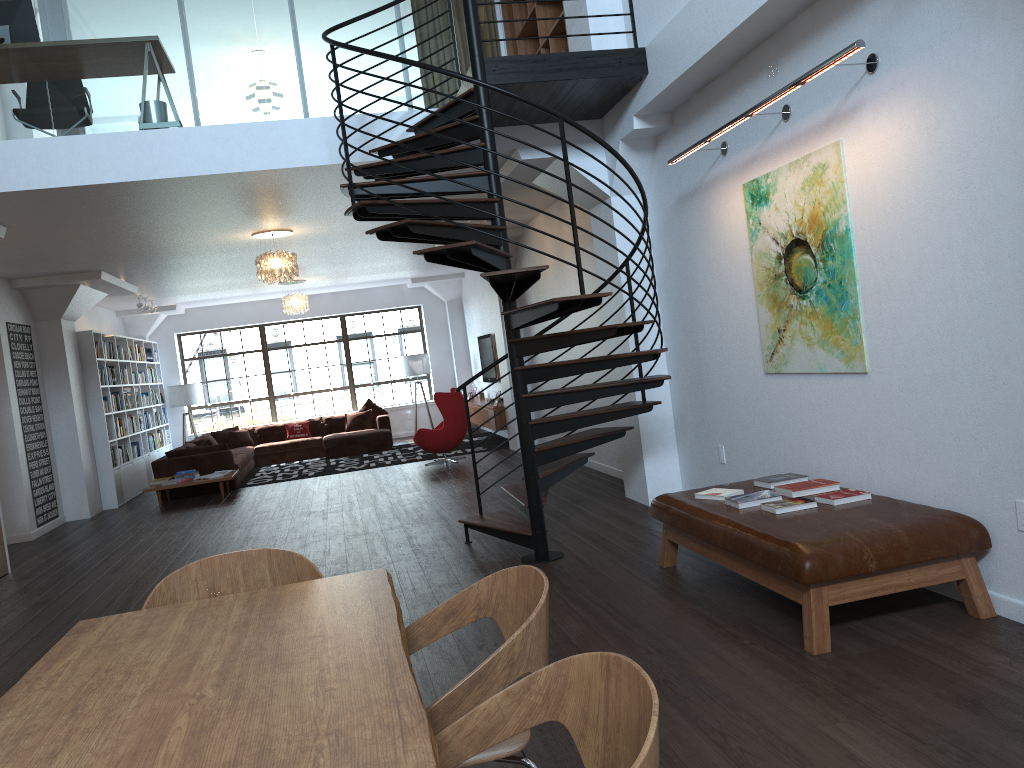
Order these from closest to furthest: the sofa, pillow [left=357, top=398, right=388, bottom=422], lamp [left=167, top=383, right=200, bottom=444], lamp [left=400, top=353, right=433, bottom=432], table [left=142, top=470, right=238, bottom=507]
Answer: table [left=142, top=470, right=238, bottom=507], the sofa, lamp [left=167, top=383, right=200, bottom=444], pillow [left=357, top=398, right=388, bottom=422], lamp [left=400, top=353, right=433, bottom=432]

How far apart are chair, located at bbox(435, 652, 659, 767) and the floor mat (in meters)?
11.40

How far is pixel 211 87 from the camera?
6.59m

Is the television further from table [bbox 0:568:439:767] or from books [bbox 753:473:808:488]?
table [bbox 0:568:439:767]

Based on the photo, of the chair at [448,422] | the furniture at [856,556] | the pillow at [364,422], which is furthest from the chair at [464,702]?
the pillow at [364,422]

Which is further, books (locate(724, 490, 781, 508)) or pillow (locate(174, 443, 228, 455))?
pillow (locate(174, 443, 228, 455))

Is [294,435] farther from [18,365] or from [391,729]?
[391,729]

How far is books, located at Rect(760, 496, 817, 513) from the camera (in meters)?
4.34

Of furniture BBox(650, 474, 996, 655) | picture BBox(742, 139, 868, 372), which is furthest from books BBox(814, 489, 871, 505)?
picture BBox(742, 139, 868, 372)

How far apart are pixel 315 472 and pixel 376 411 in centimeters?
333cm
